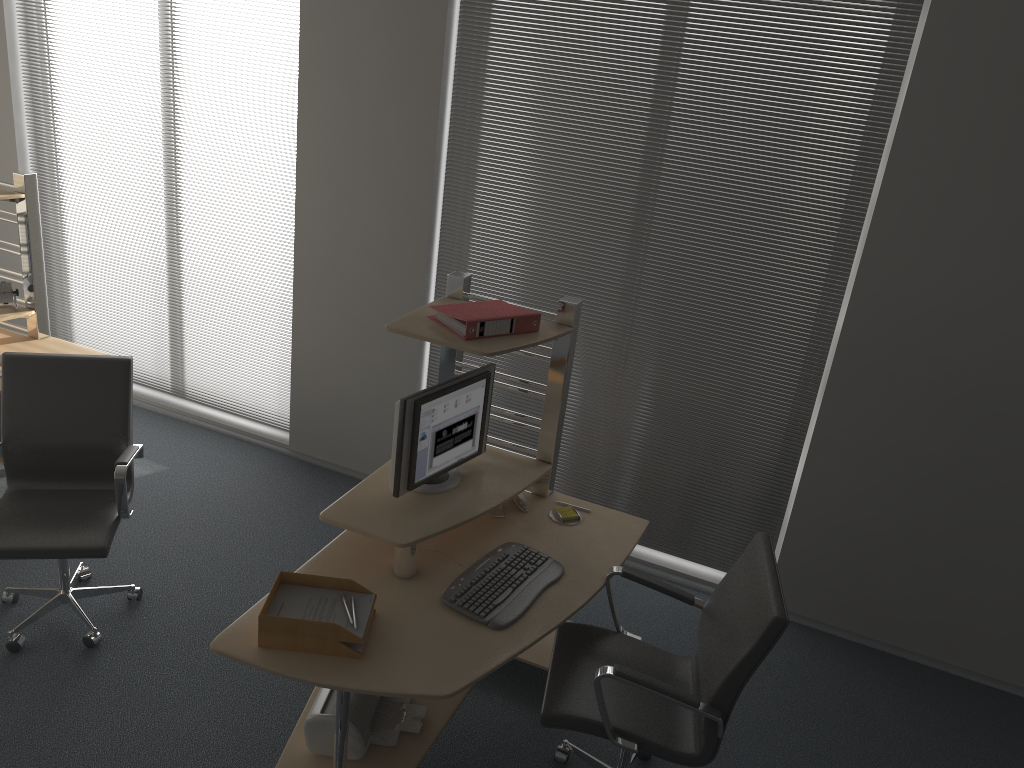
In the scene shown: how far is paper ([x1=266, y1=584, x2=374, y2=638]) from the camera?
2.7m

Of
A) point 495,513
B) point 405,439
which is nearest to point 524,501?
point 495,513

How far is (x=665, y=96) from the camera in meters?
3.9

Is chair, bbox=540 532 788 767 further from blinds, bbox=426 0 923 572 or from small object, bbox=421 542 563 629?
blinds, bbox=426 0 923 572

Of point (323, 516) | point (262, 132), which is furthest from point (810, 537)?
point (262, 132)

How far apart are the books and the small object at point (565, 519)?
0.8m

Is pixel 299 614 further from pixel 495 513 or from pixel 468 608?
pixel 495 513

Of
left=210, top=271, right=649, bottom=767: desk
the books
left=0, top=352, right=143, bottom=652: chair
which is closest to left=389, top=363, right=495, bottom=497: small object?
left=210, top=271, right=649, bottom=767: desk

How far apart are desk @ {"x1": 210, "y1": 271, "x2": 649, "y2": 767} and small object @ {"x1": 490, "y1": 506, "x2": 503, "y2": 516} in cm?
3

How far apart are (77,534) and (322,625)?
1.3 meters
